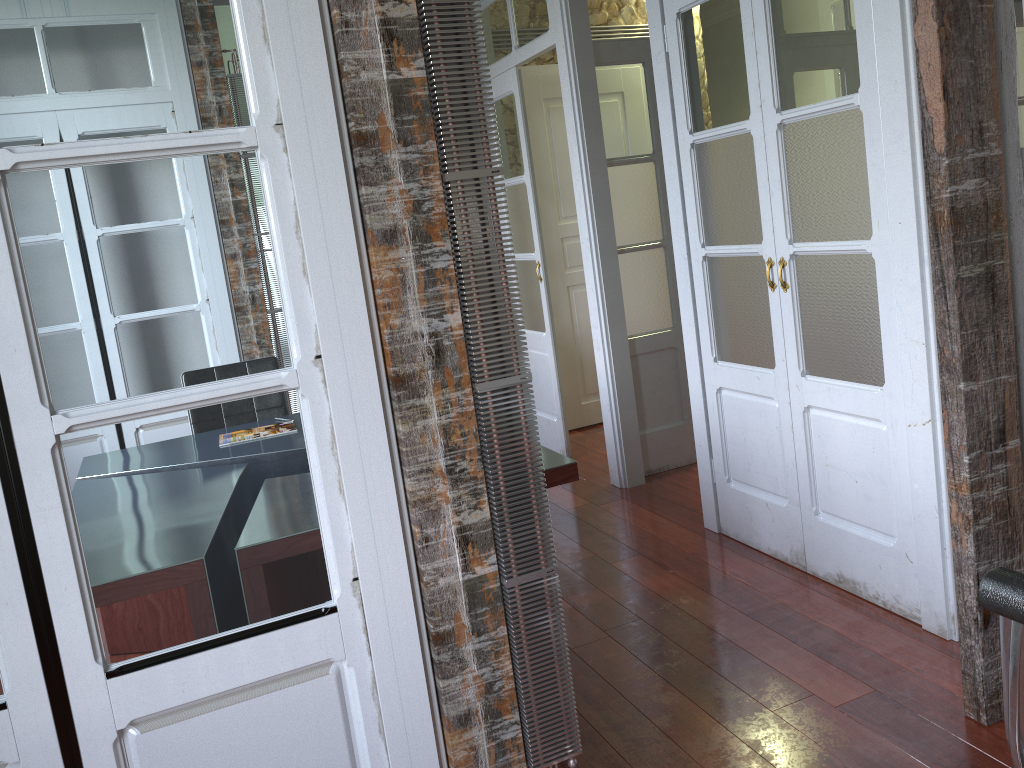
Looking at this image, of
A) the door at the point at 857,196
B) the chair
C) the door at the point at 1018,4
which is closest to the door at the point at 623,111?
the door at the point at 857,196

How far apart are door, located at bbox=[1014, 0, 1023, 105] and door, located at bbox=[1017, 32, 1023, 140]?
1.40m

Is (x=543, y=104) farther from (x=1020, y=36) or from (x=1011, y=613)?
(x=1011, y=613)

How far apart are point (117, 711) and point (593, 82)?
3.4 meters

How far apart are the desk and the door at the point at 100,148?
1.0 meters

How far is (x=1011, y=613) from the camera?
0.8m

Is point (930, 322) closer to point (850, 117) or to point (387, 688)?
point (850, 117)

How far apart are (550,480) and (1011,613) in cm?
186

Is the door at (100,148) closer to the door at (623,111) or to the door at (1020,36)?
the door at (623,111)

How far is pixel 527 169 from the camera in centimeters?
472cm
